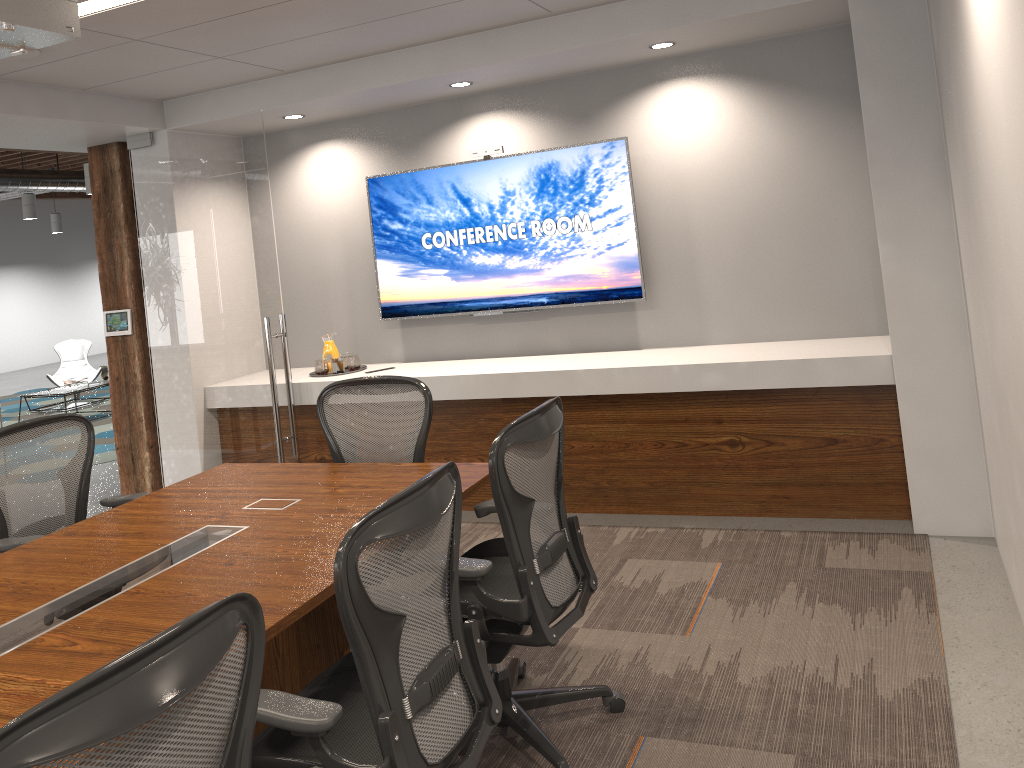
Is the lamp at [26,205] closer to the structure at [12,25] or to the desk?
the desk

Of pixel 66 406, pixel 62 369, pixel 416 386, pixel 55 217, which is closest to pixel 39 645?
pixel 416 386

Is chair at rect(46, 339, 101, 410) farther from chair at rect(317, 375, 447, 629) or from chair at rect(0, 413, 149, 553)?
chair at rect(317, 375, 447, 629)

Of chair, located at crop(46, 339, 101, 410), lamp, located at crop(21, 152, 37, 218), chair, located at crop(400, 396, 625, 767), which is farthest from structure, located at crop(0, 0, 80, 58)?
lamp, located at crop(21, 152, 37, 218)

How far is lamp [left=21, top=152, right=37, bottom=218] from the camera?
13.79m

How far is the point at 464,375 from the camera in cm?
531

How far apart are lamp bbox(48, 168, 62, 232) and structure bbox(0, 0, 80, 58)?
17.3m

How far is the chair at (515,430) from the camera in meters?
2.7 m

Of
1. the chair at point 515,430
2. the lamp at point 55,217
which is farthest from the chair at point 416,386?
the lamp at point 55,217

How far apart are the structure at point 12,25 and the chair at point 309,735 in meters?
1.7
